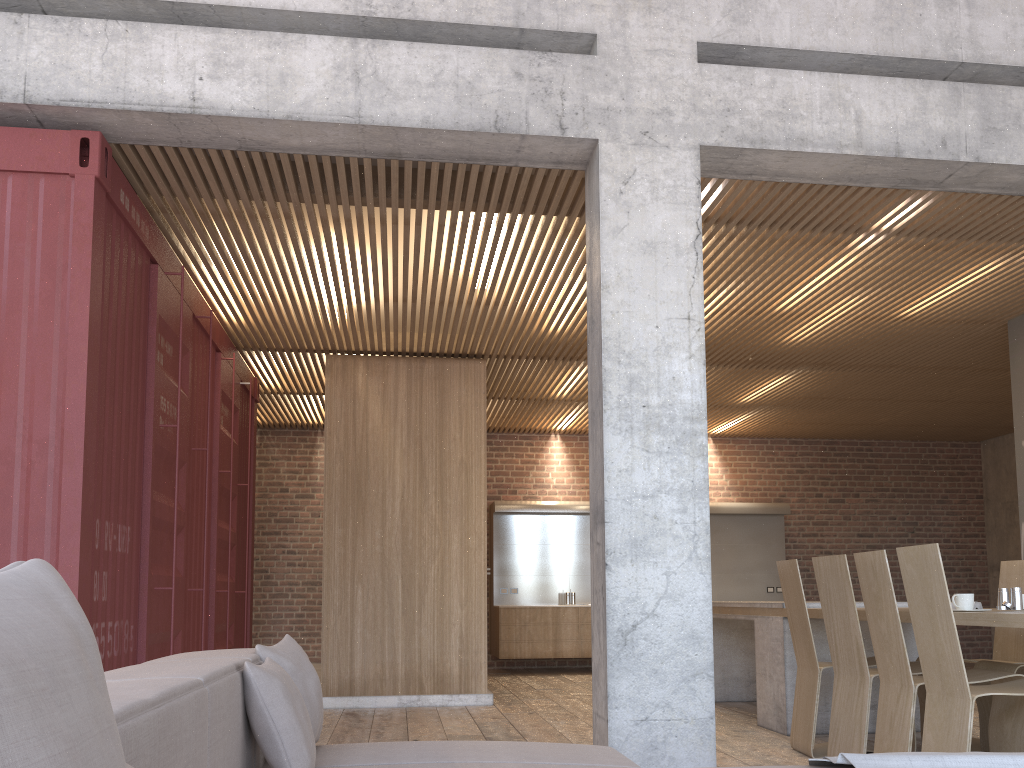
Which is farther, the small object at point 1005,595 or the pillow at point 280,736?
the small object at point 1005,595

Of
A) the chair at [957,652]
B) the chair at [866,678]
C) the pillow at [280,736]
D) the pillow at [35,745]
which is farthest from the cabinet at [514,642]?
the pillow at [35,745]

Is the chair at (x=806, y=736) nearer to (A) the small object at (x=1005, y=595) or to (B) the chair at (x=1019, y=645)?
(B) the chair at (x=1019, y=645)

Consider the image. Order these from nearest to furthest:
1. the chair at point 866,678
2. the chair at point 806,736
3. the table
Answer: the chair at point 866,678 → the chair at point 806,736 → the table

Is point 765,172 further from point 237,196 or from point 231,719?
point 231,719

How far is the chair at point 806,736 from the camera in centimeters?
509cm

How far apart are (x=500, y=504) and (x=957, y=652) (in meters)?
8.02

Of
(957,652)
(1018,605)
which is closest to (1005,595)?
(1018,605)

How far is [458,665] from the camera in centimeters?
767cm

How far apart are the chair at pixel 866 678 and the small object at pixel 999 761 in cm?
224
